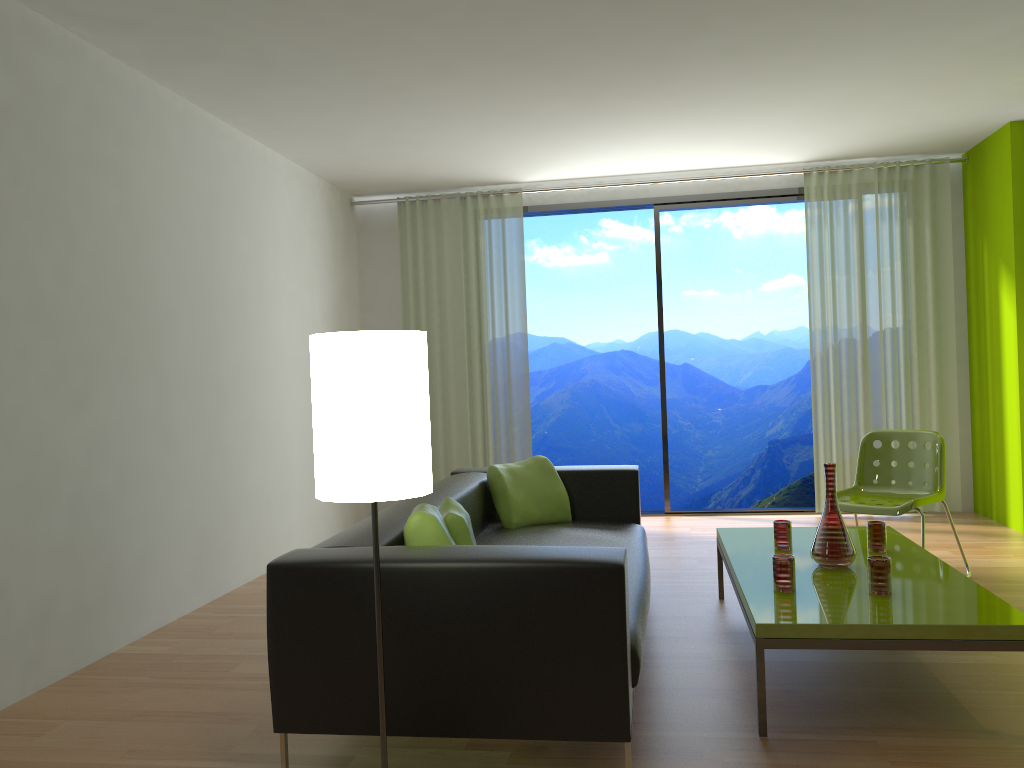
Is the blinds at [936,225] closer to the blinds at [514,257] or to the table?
the blinds at [514,257]

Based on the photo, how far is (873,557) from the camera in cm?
304

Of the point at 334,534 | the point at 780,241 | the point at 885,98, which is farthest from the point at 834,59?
the point at 780,241

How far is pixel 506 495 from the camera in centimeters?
439cm

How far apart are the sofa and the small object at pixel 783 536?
0.6m

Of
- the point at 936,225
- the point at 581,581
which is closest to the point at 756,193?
the point at 936,225

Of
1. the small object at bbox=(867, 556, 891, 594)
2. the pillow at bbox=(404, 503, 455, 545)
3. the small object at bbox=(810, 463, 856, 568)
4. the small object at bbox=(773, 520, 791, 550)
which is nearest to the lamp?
the pillow at bbox=(404, 503, 455, 545)

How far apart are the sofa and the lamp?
0.2m

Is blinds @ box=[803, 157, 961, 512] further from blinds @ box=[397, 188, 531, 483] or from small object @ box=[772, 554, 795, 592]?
small object @ box=[772, 554, 795, 592]

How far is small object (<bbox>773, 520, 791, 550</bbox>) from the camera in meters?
3.8 m
